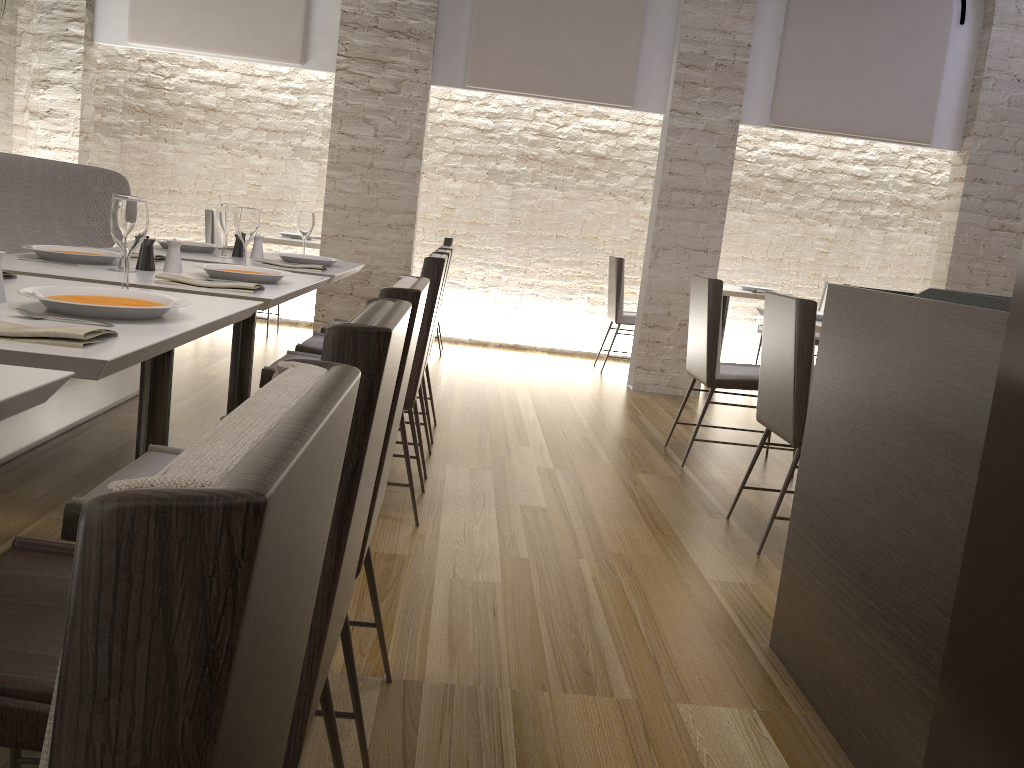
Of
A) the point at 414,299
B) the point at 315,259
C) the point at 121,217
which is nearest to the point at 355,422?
the point at 414,299

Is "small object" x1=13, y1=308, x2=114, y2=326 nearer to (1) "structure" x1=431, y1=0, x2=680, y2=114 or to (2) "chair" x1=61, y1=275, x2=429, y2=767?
(2) "chair" x1=61, y1=275, x2=429, y2=767

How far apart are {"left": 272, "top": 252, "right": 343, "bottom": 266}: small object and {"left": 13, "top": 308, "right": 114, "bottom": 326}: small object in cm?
226

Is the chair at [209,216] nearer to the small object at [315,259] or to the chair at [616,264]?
the small object at [315,259]

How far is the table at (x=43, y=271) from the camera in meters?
2.4

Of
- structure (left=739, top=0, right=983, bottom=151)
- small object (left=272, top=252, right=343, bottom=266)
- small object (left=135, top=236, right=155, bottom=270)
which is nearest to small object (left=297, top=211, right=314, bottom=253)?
small object (left=272, top=252, right=343, bottom=266)

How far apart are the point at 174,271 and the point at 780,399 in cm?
211

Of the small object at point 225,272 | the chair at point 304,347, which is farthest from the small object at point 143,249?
the chair at point 304,347

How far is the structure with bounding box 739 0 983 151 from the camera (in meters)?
5.99

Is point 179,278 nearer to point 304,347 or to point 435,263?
point 435,263
